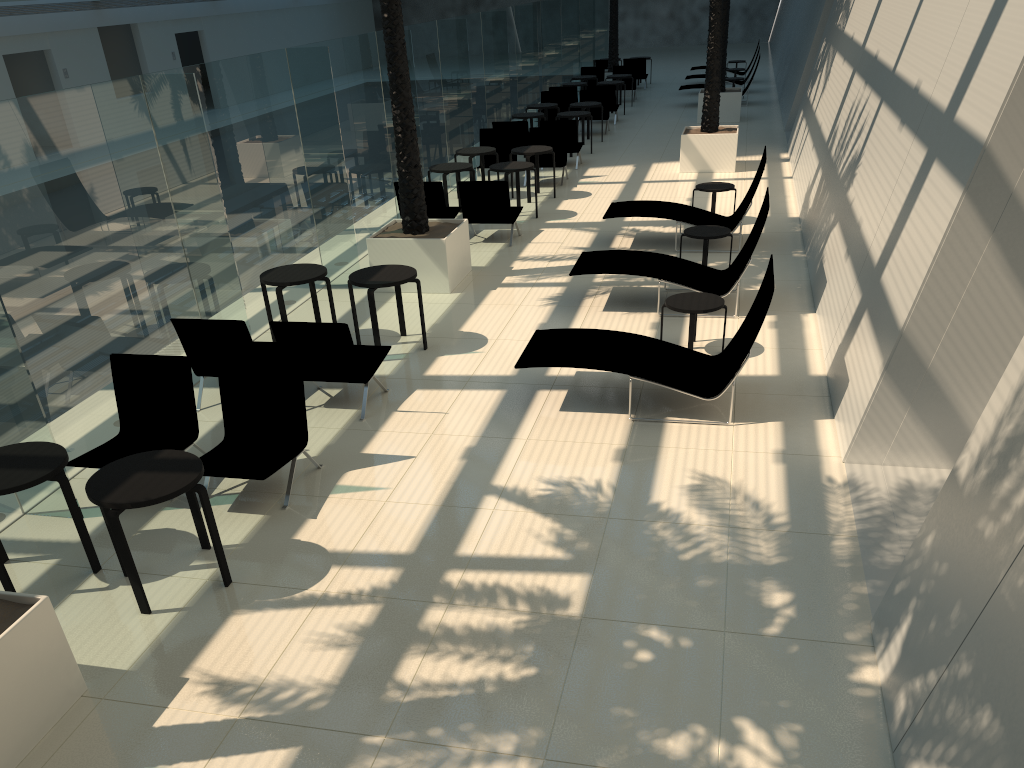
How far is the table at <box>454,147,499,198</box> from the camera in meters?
15.3 m

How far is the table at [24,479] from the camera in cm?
531

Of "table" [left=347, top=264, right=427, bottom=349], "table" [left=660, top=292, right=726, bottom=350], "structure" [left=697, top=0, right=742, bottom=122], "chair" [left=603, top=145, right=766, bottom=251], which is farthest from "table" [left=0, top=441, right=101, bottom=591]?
"structure" [left=697, top=0, right=742, bottom=122]

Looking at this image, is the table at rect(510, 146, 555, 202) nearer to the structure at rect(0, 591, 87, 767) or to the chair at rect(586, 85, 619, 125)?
the chair at rect(586, 85, 619, 125)

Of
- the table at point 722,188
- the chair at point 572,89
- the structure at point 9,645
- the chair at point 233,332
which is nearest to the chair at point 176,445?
the chair at point 233,332

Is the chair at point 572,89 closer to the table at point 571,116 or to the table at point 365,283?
the table at point 571,116

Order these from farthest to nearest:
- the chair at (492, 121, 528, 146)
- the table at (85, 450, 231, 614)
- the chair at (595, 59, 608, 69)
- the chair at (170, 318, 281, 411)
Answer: the chair at (595, 59, 608, 69) < the chair at (492, 121, 528, 146) < the chair at (170, 318, 281, 411) < the table at (85, 450, 231, 614)

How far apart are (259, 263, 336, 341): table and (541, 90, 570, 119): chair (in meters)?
14.05

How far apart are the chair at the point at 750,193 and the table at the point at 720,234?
0.88m

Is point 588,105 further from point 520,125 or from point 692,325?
point 692,325
